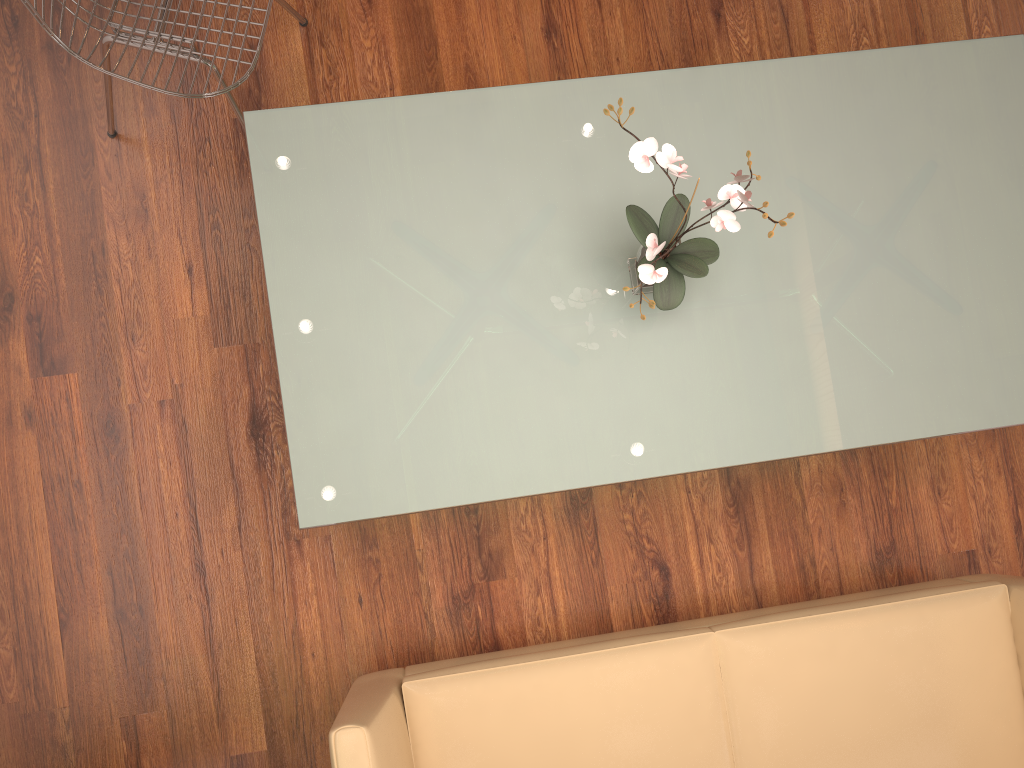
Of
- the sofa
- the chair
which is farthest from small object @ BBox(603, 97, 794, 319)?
the chair

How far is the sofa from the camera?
2.0 meters

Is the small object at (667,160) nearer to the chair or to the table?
the table

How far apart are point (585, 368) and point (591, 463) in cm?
21

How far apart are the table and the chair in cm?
16

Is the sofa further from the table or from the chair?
the chair

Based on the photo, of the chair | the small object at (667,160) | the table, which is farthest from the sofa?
the chair

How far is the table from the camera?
1.95m

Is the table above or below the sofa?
above

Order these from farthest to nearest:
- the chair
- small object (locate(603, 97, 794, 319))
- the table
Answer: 1. the chair
2. the table
3. small object (locate(603, 97, 794, 319))
